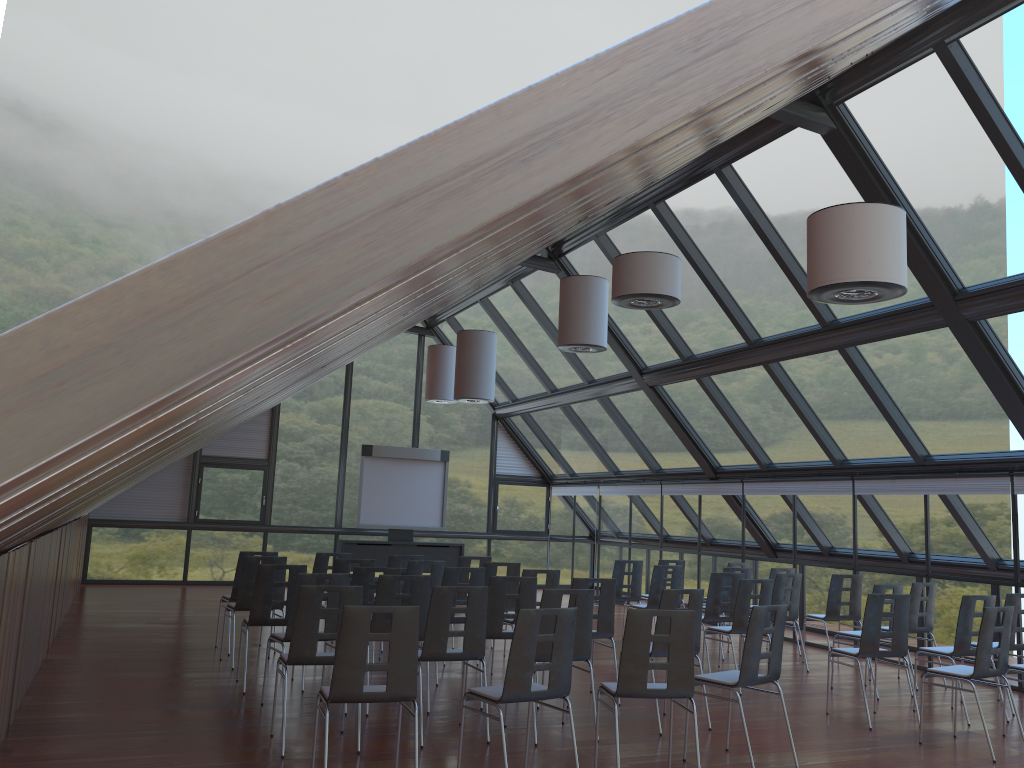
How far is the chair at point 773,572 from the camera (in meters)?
12.23

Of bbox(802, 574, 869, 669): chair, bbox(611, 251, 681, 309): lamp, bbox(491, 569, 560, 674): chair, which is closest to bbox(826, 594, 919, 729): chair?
bbox(491, 569, 560, 674): chair

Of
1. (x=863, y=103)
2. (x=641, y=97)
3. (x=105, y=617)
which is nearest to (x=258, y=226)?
(x=641, y=97)

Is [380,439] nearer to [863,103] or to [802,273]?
[802,273]

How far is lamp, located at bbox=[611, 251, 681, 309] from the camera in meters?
8.4 m

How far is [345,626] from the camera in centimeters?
529cm

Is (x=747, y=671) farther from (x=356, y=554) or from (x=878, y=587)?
(x=356, y=554)

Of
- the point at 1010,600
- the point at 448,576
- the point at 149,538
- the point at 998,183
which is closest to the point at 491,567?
the point at 448,576

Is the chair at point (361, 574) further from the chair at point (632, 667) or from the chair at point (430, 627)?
the chair at point (632, 667)

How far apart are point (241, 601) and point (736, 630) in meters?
5.4 m
